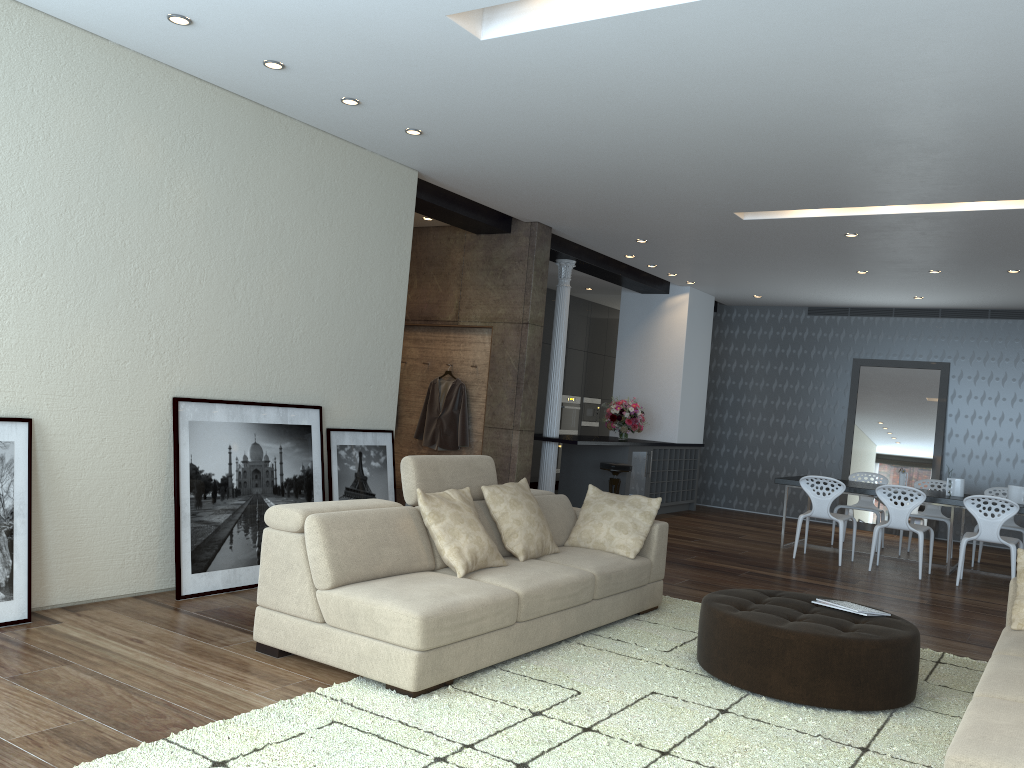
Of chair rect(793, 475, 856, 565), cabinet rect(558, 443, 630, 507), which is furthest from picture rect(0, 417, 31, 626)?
cabinet rect(558, 443, 630, 507)

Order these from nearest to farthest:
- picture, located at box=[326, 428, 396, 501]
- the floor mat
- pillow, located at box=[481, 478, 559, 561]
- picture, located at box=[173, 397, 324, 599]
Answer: the floor mat → pillow, located at box=[481, 478, 559, 561] → picture, located at box=[173, 397, 324, 599] → picture, located at box=[326, 428, 396, 501]

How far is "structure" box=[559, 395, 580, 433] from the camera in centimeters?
1361cm

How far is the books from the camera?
4.47m

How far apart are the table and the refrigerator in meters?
1.9 m

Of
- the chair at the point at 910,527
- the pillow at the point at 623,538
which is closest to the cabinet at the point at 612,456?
the chair at the point at 910,527

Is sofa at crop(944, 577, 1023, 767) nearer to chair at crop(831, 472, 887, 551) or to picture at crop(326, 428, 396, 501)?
picture at crop(326, 428, 396, 501)

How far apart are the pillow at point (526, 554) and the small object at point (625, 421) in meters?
Result: 5.6 m

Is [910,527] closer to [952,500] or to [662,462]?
[952,500]

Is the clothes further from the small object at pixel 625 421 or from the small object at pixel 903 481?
the small object at pixel 903 481
